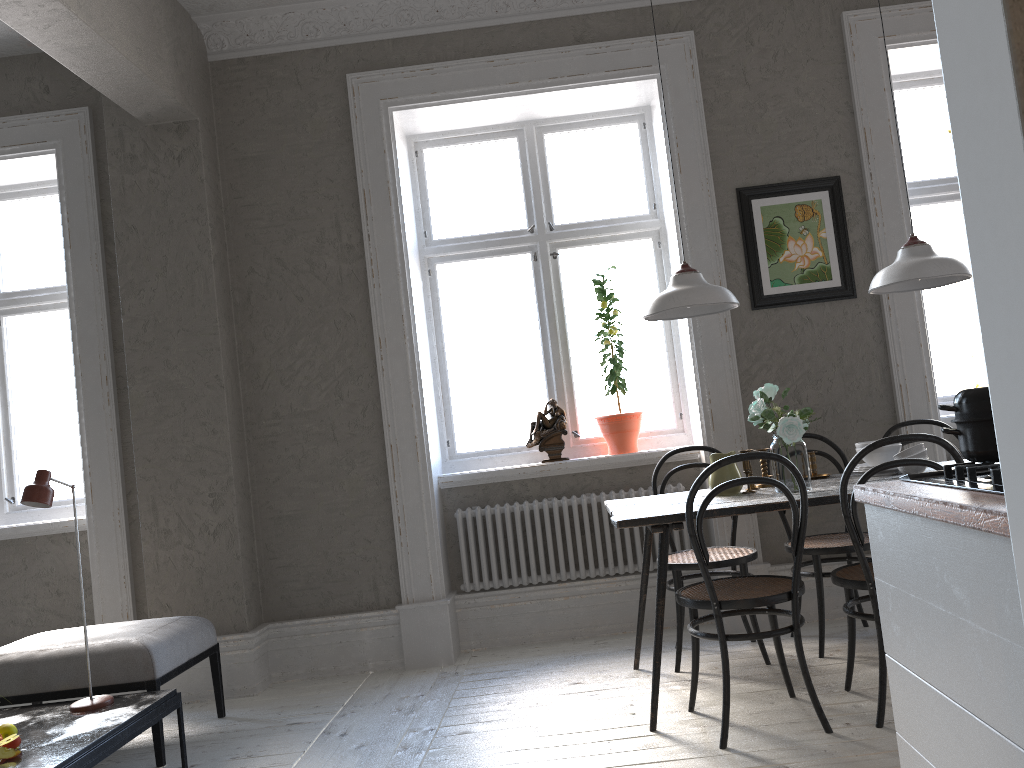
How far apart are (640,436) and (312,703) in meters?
2.1 m

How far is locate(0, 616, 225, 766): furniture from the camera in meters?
3.3

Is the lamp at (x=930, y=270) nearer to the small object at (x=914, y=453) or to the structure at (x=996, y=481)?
the small object at (x=914, y=453)

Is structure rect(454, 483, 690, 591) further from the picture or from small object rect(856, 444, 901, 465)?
small object rect(856, 444, 901, 465)

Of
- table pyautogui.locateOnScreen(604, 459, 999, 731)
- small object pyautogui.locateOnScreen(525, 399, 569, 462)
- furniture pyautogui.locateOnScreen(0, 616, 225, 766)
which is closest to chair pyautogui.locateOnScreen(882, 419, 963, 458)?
table pyautogui.locateOnScreen(604, 459, 999, 731)

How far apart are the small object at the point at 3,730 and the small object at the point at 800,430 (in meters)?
2.68

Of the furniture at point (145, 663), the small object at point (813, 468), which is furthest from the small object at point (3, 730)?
the small object at point (813, 468)

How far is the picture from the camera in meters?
4.3

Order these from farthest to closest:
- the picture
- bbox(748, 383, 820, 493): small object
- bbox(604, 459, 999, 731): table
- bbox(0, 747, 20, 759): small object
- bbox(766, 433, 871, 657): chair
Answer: the picture < bbox(766, 433, 871, 657): chair < bbox(748, 383, 820, 493): small object < bbox(604, 459, 999, 731): table < bbox(0, 747, 20, 759): small object

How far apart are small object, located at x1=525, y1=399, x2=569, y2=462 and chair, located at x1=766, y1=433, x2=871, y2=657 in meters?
1.2
